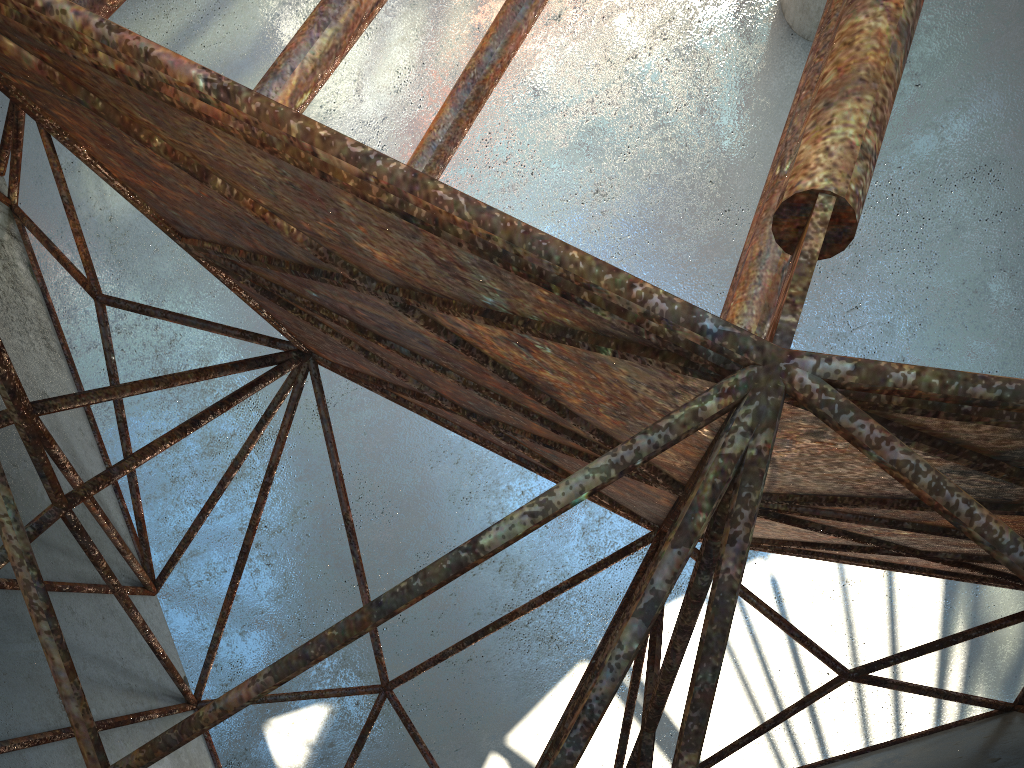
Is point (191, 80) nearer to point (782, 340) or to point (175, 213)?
point (782, 340)

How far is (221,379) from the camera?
20.4m
